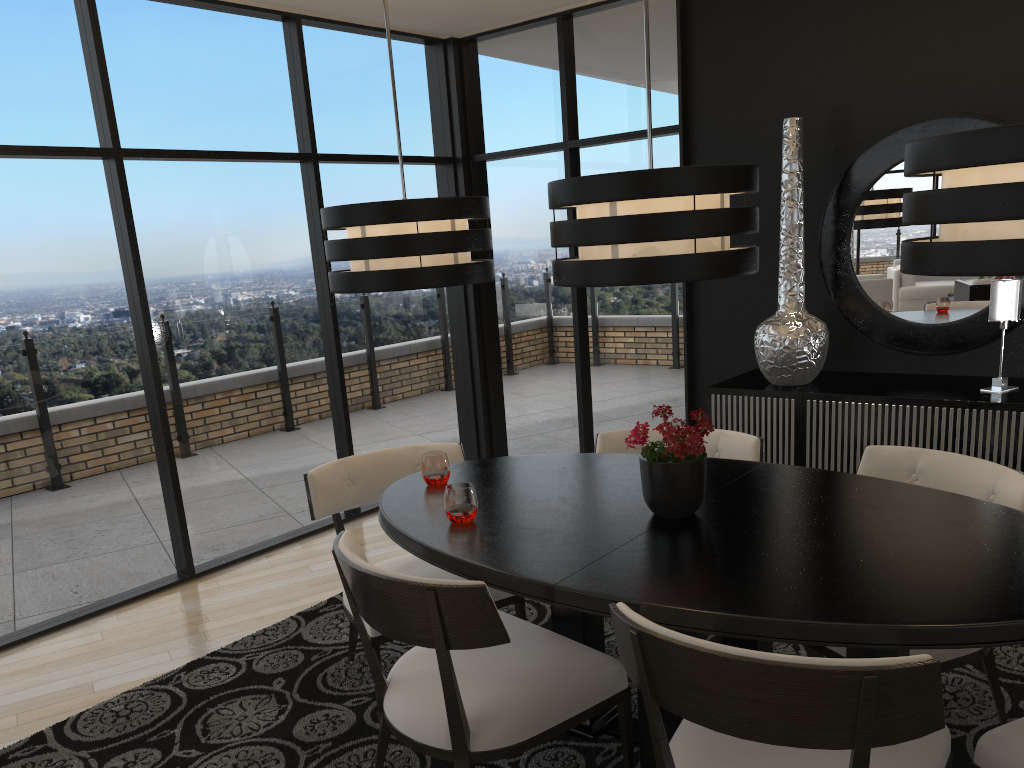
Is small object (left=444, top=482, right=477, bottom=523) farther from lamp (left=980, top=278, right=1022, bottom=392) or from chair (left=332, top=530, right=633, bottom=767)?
lamp (left=980, top=278, right=1022, bottom=392)

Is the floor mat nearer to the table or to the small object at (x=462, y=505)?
the table

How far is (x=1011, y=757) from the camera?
1.8 meters

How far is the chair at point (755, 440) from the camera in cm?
312

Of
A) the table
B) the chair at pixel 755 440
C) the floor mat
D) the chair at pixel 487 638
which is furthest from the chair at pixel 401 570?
the chair at pixel 755 440

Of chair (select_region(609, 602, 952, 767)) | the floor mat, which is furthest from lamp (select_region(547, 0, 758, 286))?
the floor mat

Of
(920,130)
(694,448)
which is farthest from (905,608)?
(920,130)

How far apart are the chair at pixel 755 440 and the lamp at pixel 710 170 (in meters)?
0.90

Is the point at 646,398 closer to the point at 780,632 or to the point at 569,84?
the point at 569,84

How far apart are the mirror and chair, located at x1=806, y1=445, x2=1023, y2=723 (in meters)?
1.58
